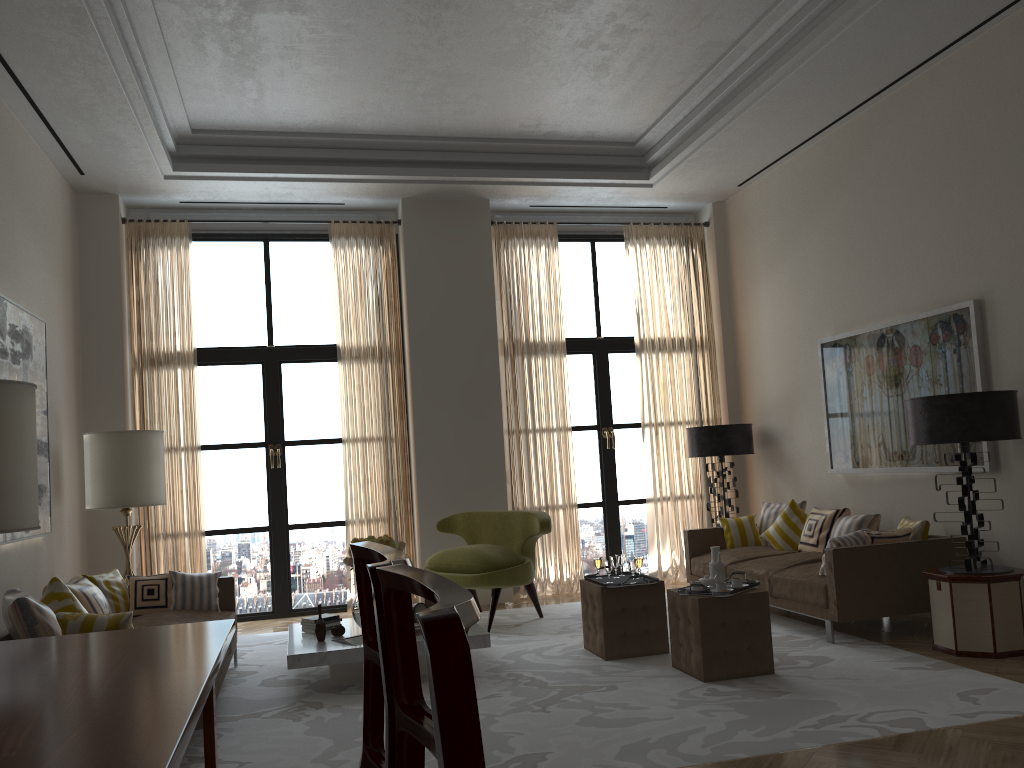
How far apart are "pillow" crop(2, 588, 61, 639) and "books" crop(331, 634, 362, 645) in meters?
2.2 m

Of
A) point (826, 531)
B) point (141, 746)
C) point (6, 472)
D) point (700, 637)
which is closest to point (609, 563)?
point (700, 637)

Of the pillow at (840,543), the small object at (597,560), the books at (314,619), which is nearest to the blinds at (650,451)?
the small object at (597,560)

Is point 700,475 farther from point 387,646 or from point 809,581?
point 387,646

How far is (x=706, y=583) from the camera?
6.84m

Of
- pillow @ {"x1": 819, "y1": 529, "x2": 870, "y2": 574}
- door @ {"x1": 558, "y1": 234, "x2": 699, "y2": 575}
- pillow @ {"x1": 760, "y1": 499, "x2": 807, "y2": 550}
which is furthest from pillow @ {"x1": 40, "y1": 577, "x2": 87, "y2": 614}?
door @ {"x1": 558, "y1": 234, "x2": 699, "y2": 575}

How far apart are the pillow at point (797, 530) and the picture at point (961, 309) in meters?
0.6 m

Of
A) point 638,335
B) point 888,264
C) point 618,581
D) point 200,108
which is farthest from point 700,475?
point 200,108

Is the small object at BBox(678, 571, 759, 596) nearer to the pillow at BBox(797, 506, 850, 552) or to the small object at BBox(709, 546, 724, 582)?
the small object at BBox(709, 546, 724, 582)

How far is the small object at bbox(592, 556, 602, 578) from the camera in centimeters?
788cm
